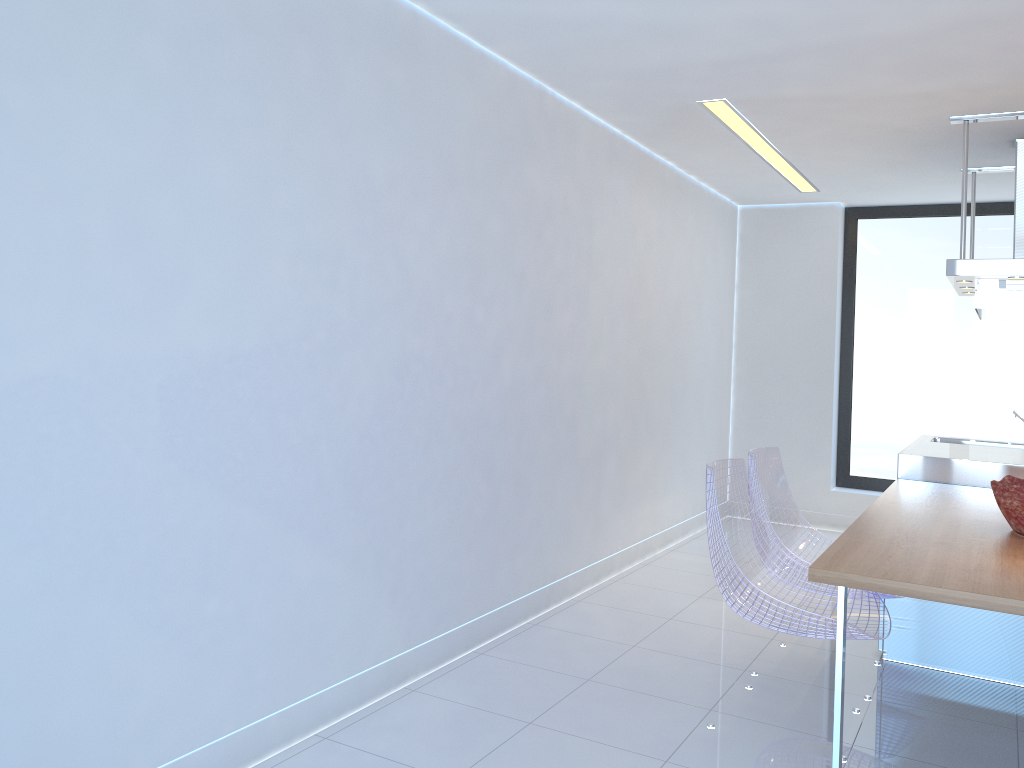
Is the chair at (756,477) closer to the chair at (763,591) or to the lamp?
the chair at (763,591)

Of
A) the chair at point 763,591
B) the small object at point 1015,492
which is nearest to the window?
the small object at point 1015,492

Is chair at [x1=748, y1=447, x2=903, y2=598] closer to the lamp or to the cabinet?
the cabinet

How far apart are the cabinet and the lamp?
2.40m

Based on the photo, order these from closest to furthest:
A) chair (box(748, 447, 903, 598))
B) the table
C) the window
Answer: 1. the table
2. chair (box(748, 447, 903, 598))
3. the window

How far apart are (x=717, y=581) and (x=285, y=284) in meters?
1.8

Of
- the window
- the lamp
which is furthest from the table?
the window

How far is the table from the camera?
2.3 meters

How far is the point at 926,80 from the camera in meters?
3.7 m

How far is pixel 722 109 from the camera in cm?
433
